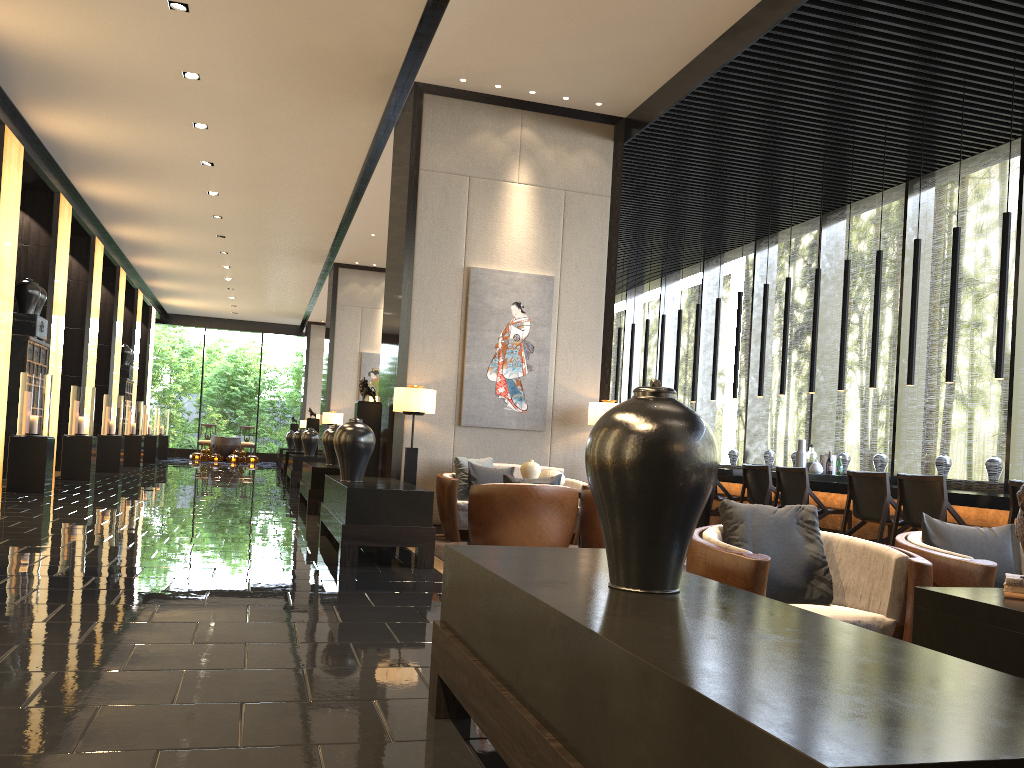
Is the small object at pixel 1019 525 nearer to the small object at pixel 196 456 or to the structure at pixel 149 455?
the structure at pixel 149 455

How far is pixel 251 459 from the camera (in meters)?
25.74

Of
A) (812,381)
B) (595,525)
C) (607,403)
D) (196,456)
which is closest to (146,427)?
(196,456)

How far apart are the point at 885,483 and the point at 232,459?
21.4 meters

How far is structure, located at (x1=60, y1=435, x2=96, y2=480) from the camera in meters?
13.0

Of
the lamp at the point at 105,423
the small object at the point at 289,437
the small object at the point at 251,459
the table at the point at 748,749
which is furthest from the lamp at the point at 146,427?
the table at the point at 748,749

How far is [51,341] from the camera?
12.9 meters

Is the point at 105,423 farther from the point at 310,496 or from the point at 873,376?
the point at 873,376

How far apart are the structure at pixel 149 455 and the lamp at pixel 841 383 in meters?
17.7

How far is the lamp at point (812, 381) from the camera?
9.0 meters
